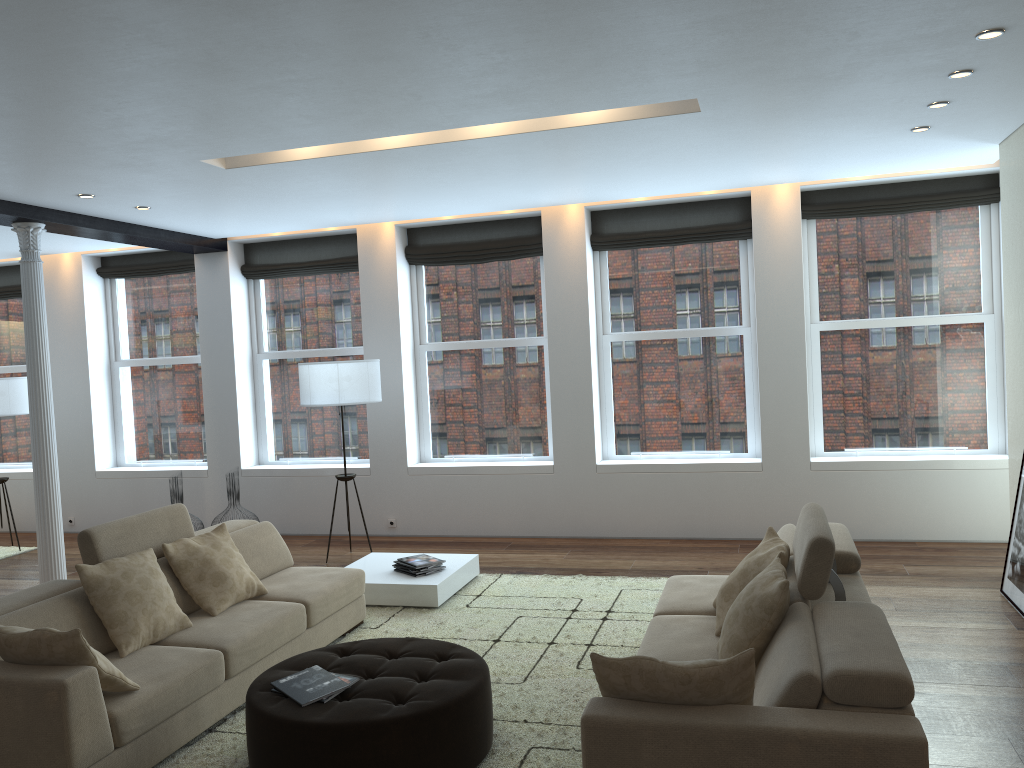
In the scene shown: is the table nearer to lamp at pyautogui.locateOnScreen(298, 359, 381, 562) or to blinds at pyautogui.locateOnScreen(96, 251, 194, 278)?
lamp at pyautogui.locateOnScreen(298, 359, 381, 562)

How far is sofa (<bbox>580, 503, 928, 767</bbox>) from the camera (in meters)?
2.58

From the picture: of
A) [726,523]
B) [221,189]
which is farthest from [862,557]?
[221,189]

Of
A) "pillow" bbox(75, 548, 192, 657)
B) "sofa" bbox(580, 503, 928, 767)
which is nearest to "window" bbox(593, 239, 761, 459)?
"sofa" bbox(580, 503, 928, 767)

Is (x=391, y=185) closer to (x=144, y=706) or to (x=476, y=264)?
(x=476, y=264)

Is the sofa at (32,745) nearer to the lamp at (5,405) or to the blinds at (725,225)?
the blinds at (725,225)

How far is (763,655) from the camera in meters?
3.4

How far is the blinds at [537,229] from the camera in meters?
8.4

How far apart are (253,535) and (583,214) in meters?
4.1

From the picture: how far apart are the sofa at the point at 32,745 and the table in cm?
40
